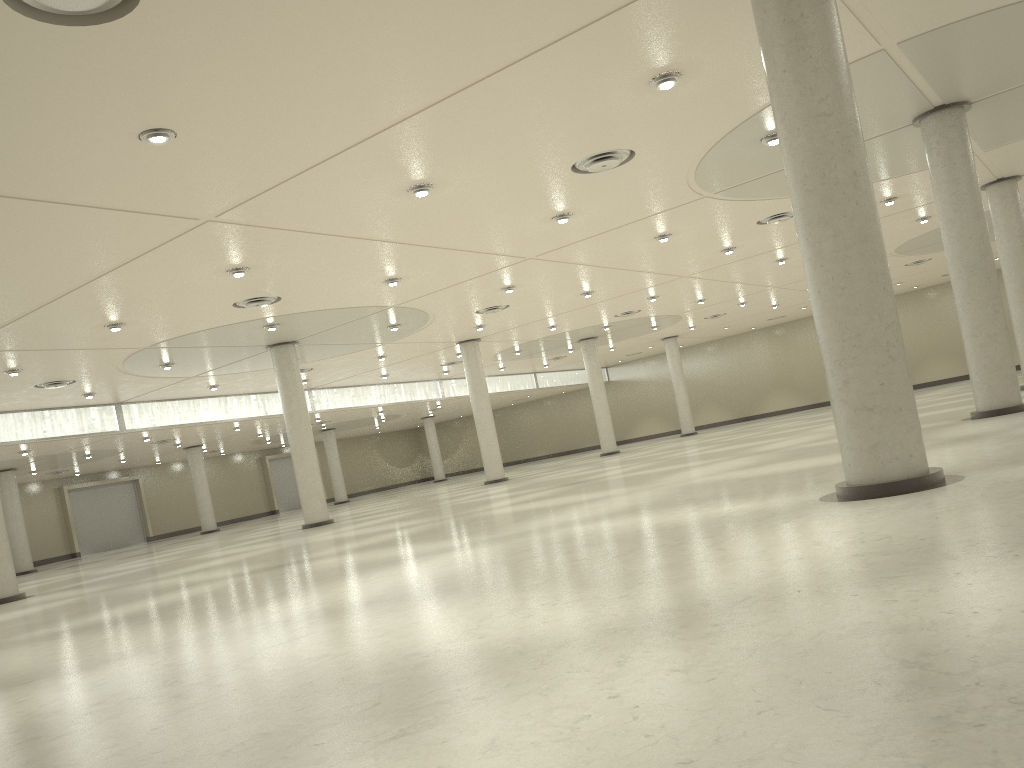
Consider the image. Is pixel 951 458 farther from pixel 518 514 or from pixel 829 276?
pixel 518 514

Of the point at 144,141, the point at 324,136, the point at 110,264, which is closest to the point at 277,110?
the point at 324,136
